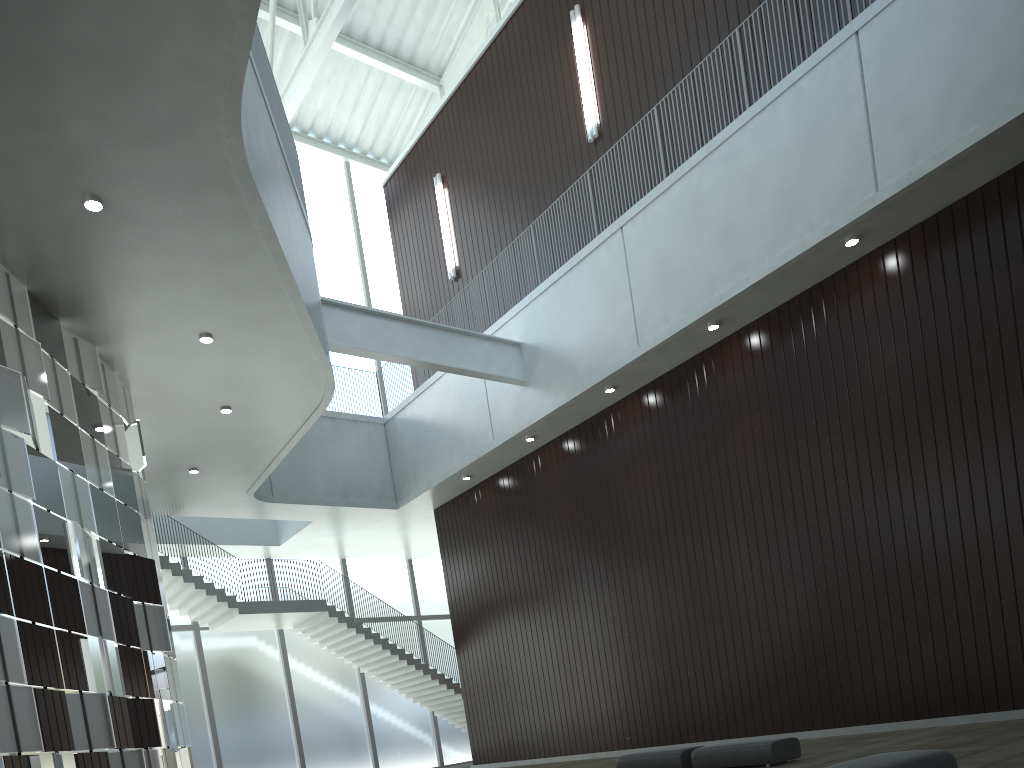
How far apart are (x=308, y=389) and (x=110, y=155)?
19.70m

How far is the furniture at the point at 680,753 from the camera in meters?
32.0 m

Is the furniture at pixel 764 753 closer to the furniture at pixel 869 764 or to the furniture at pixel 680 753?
the furniture at pixel 680 753

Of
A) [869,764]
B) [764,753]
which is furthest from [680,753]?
[869,764]

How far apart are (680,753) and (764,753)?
4.1m

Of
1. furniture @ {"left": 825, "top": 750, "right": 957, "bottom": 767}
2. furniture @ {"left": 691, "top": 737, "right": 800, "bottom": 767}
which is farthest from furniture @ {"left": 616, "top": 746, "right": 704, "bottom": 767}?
furniture @ {"left": 825, "top": 750, "right": 957, "bottom": 767}

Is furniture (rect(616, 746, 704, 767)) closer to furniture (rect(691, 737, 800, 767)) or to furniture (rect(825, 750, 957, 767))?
furniture (rect(691, 737, 800, 767))

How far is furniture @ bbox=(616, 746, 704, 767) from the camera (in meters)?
32.03

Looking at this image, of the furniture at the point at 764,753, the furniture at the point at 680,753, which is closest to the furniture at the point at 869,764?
the furniture at the point at 764,753

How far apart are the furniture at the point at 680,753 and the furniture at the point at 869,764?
15.7m
